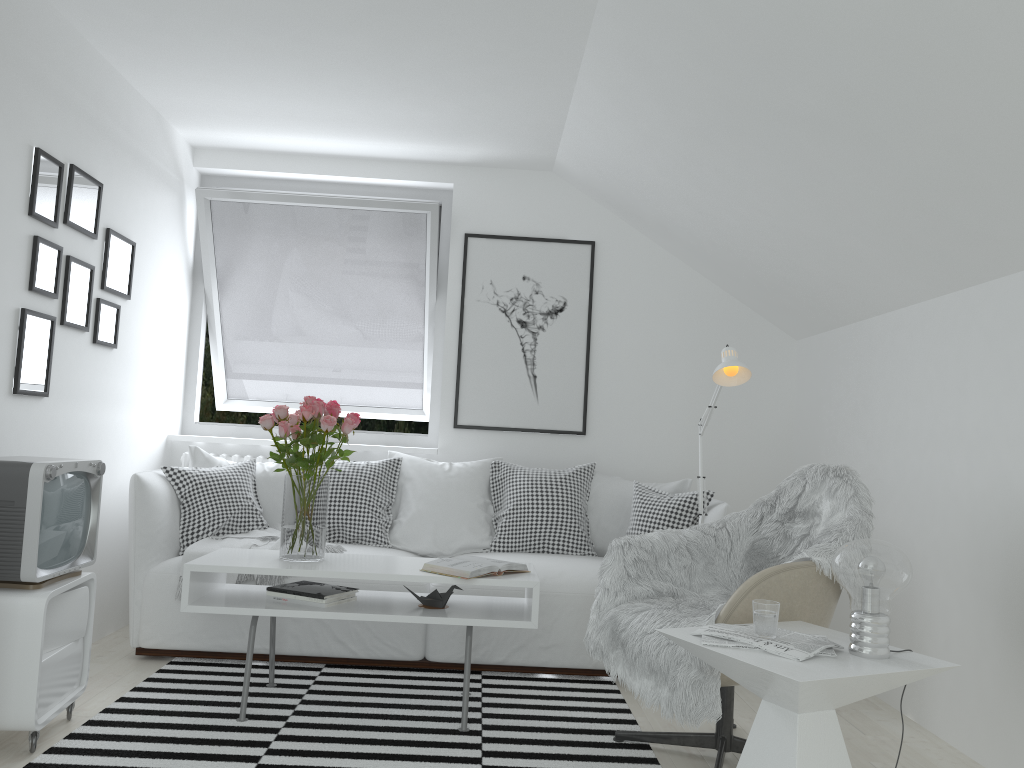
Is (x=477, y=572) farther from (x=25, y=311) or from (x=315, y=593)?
(x=25, y=311)

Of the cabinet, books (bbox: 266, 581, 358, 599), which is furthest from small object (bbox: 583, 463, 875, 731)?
the cabinet

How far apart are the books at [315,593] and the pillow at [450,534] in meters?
0.9 m

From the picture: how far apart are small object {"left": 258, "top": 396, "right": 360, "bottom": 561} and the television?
0.5m

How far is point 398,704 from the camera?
3.2m

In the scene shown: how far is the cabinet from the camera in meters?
2.5

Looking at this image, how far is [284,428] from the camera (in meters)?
3.15

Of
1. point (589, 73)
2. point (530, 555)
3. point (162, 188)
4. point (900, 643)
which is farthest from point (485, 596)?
point (162, 188)

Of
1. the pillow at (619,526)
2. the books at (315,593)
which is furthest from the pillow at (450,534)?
the books at (315,593)

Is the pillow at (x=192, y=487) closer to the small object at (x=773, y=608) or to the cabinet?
the cabinet
